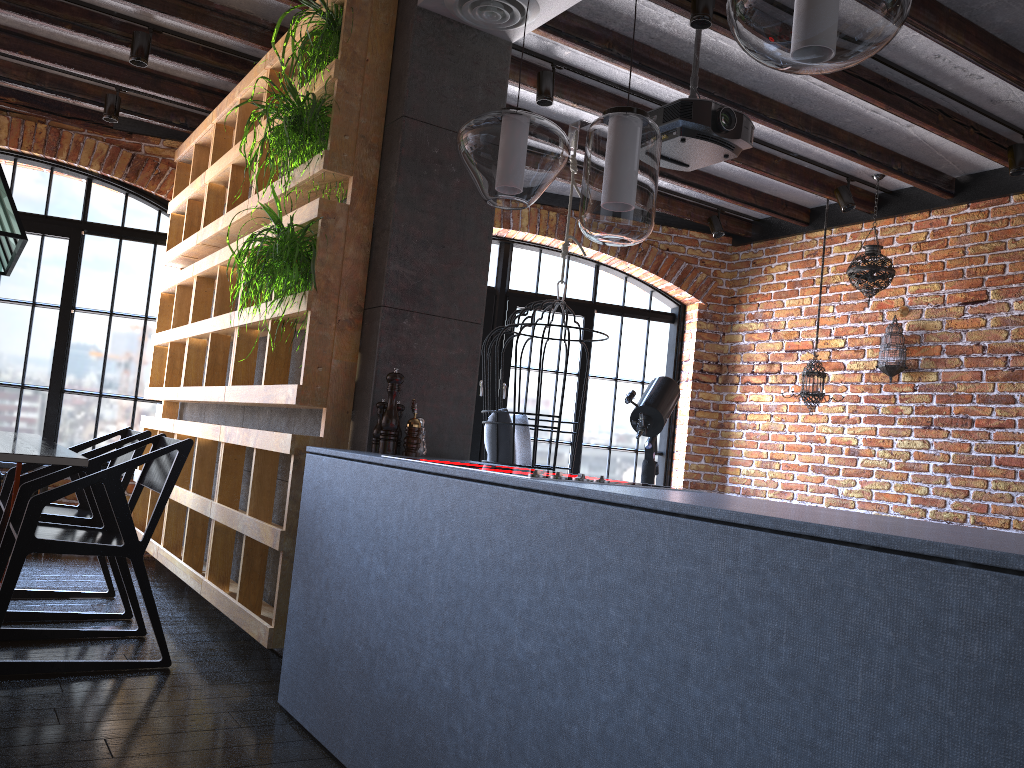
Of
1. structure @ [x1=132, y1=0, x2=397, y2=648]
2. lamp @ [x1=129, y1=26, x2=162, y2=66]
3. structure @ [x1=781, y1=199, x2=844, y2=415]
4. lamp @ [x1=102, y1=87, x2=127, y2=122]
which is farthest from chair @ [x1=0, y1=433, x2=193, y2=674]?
structure @ [x1=781, y1=199, x2=844, y2=415]

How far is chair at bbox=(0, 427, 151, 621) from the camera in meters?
3.6

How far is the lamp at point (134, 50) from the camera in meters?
4.1 m

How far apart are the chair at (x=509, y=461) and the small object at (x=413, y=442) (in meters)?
1.60

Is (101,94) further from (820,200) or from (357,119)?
(820,200)

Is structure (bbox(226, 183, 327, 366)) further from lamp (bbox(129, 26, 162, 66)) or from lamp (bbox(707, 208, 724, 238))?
lamp (bbox(707, 208, 724, 238))

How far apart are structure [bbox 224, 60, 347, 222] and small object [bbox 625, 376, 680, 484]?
2.7m

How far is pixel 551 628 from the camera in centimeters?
166cm

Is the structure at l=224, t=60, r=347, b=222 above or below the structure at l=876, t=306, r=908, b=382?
above

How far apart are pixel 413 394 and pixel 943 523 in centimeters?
348cm
